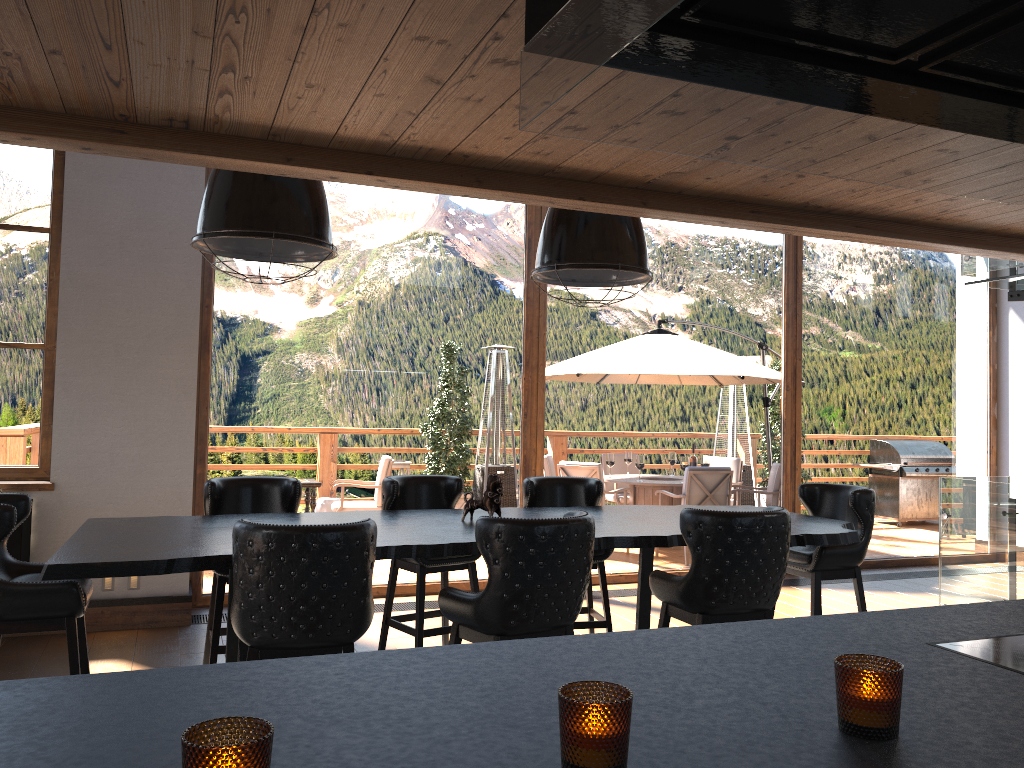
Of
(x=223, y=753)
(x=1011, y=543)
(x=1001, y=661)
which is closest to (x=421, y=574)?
(x=1001, y=661)

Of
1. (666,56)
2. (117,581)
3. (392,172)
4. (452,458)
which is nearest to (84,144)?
(392,172)

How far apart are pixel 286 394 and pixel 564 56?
6.0m

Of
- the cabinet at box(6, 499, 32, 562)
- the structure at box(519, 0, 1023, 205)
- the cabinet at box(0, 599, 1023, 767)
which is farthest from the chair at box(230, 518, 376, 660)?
the cabinet at box(6, 499, 32, 562)

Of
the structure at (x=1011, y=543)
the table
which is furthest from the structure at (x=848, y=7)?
the structure at (x=1011, y=543)

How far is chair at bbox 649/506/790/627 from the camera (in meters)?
3.59

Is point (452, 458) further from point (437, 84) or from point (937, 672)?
point (937, 672)

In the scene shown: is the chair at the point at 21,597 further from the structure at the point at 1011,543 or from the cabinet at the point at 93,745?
the structure at the point at 1011,543

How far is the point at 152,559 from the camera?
3.2 meters

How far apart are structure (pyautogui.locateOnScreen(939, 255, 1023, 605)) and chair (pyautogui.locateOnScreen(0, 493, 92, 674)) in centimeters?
540cm
